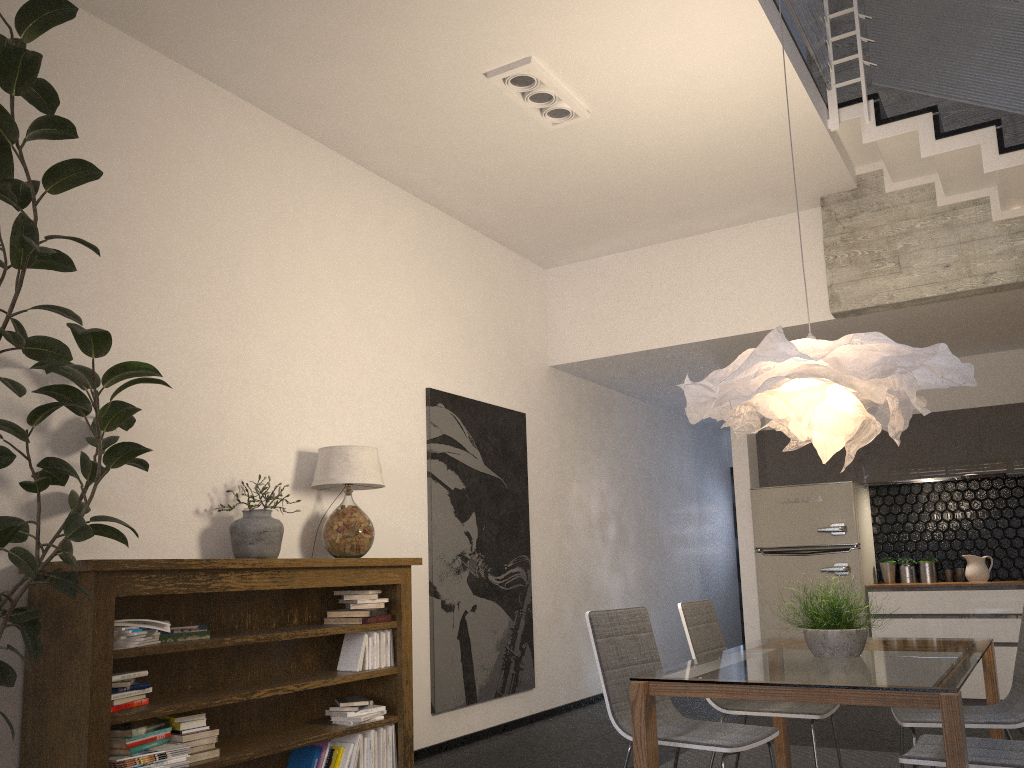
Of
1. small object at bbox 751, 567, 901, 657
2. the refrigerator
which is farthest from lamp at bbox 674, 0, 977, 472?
the refrigerator

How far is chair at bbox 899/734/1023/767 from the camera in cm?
267

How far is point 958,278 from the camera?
5.6 meters

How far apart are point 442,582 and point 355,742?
1.4m

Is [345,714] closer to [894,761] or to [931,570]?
[894,761]

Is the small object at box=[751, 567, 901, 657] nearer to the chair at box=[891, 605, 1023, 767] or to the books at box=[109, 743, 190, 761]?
the chair at box=[891, 605, 1023, 767]

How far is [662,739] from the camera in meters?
3.2

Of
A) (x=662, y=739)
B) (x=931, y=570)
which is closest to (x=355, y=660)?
(x=662, y=739)

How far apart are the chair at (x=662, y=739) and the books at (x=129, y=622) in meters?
1.6 m

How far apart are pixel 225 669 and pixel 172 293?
1.7m
